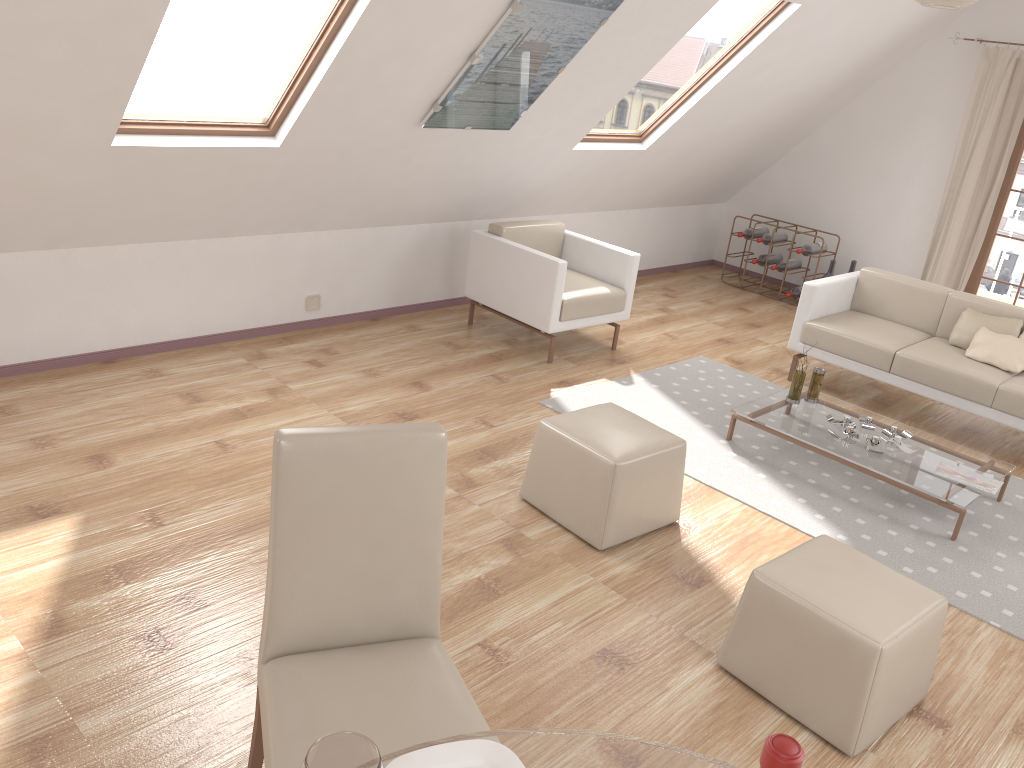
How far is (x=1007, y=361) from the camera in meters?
4.9 m

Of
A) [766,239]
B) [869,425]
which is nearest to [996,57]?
[766,239]

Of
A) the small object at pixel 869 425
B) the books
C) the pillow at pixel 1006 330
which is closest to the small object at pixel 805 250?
the pillow at pixel 1006 330

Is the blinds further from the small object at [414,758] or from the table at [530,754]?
the small object at [414,758]

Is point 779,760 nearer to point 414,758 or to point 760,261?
point 414,758

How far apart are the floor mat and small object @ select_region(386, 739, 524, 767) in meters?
2.7 m

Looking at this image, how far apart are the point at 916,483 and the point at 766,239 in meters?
4.0 m

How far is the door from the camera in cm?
662

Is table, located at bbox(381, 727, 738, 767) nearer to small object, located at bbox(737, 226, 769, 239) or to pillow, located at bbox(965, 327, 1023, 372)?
pillow, located at bbox(965, 327, 1023, 372)

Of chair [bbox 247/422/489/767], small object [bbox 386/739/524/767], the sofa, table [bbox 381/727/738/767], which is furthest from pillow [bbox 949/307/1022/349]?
small object [bbox 386/739/524/767]
